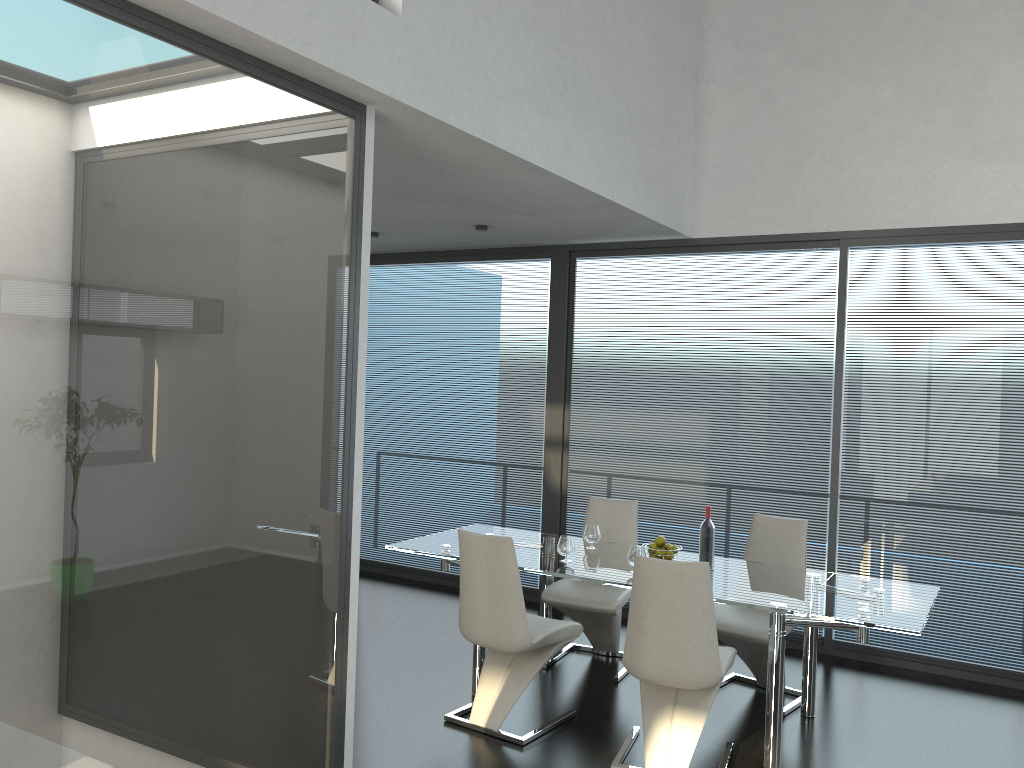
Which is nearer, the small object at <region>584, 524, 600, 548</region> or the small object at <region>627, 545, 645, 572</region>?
the small object at <region>627, 545, 645, 572</region>

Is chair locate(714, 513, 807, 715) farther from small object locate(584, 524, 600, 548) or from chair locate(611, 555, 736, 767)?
small object locate(584, 524, 600, 548)

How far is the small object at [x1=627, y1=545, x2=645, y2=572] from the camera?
4.4 meters

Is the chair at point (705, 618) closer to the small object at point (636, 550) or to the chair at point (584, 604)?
the small object at point (636, 550)

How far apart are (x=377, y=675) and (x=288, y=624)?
2.1m

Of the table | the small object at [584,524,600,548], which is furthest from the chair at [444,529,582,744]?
the small object at [584,524,600,548]

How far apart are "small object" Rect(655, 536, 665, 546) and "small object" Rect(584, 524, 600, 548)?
0.5m

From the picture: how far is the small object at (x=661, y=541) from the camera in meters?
4.6 m

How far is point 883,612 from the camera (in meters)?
3.85

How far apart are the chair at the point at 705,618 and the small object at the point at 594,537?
1.1m
